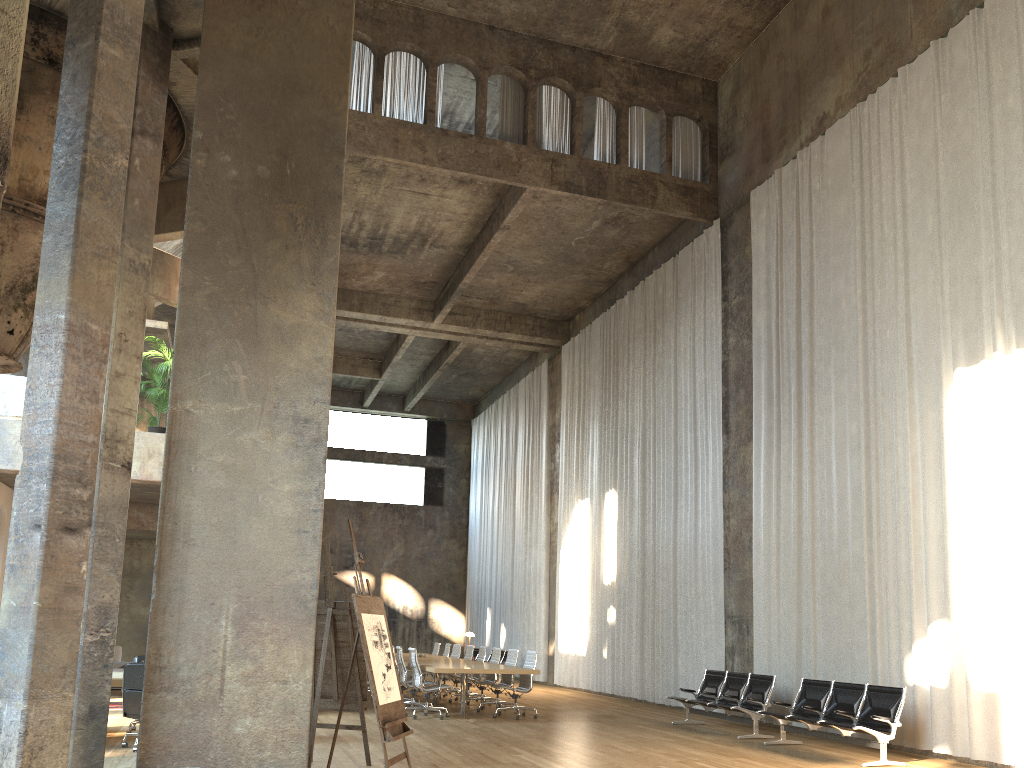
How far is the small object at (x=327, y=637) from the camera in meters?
7.9 m

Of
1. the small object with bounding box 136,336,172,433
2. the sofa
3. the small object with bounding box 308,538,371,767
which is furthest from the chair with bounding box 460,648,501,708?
the sofa

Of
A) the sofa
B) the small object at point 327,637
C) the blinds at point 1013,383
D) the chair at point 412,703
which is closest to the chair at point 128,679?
the small object at point 327,637

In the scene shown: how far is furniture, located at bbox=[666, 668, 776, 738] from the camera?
11.5 meters

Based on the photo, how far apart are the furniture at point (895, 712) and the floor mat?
9.29m

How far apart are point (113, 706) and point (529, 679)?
6.12m

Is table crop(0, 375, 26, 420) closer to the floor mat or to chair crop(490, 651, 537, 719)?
the floor mat

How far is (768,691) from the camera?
11.5 meters

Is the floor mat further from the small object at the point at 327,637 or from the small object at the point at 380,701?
the small object at the point at 380,701

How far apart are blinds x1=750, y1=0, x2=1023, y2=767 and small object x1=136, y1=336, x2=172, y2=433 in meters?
9.2
